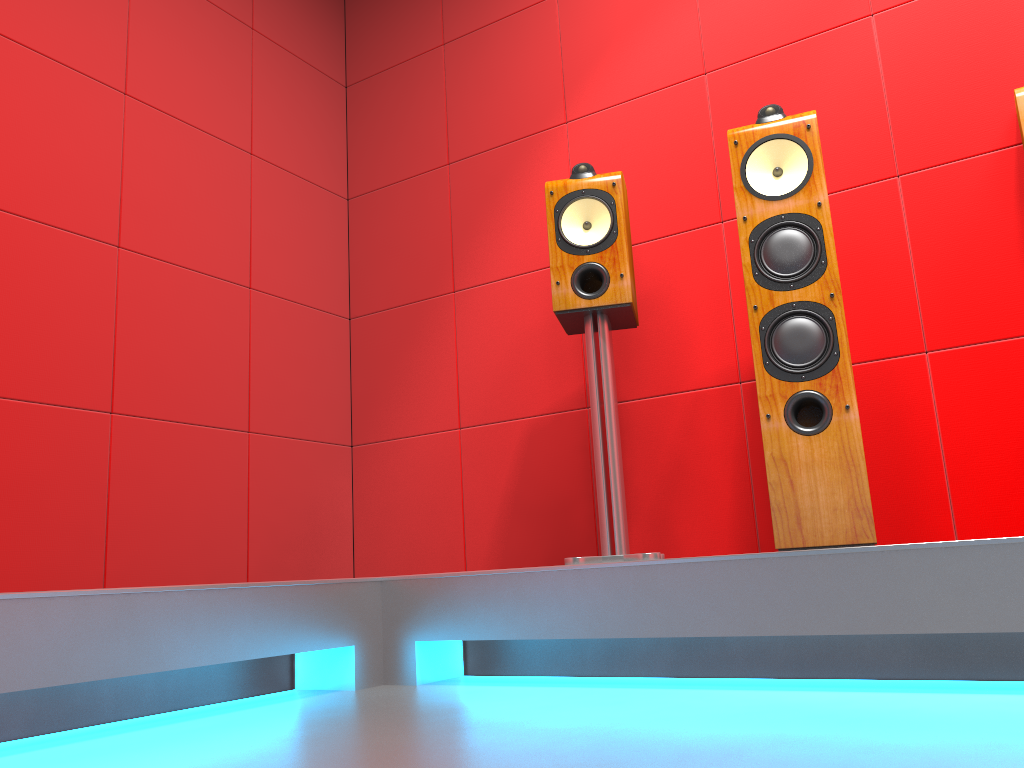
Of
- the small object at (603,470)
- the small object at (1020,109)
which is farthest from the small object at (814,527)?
the small object at (1020,109)

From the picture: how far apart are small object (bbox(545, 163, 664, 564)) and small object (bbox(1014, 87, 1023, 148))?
0.94m

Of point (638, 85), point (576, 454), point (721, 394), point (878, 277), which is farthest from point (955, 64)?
point (576, 454)

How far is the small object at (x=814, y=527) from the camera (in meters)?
1.88

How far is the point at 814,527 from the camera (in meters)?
1.88

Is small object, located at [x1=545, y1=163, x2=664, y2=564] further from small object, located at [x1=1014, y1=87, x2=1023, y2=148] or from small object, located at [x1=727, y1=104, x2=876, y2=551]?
small object, located at [x1=1014, y1=87, x2=1023, y2=148]

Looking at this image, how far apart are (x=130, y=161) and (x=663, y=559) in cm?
202

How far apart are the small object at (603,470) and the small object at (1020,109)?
0.94m

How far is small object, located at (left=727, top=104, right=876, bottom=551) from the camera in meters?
1.9 m

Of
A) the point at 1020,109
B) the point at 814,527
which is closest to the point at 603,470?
the point at 814,527
